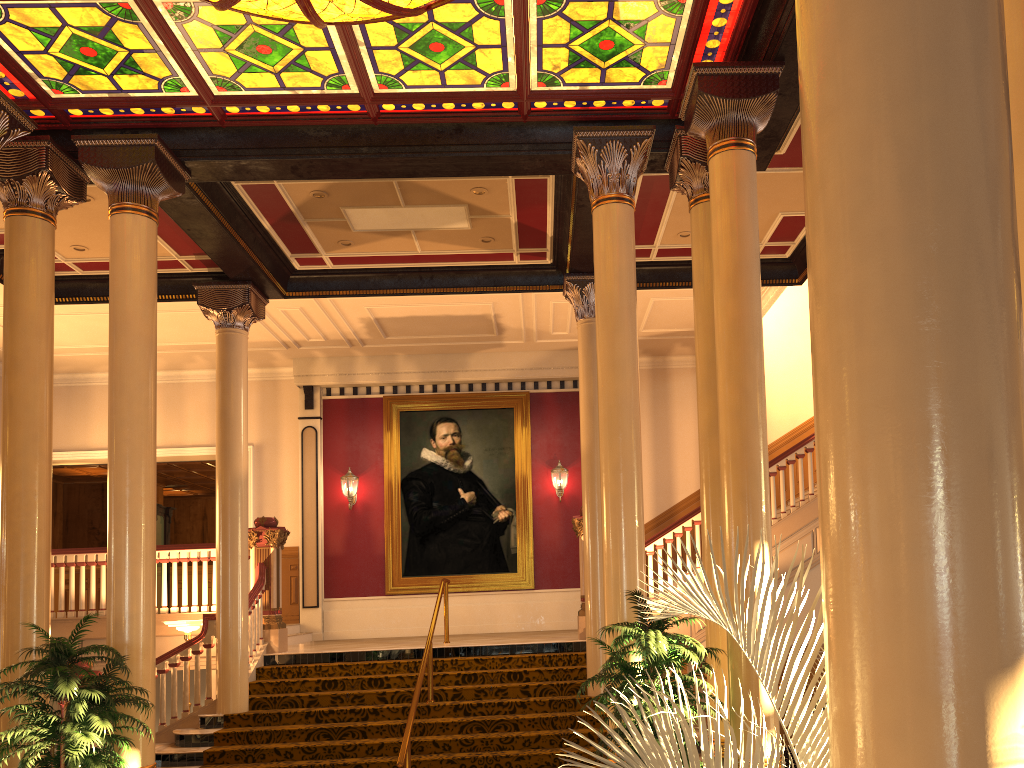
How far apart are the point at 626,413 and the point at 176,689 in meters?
6.4 m

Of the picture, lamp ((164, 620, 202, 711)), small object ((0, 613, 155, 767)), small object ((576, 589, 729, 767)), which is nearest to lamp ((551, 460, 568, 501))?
the picture

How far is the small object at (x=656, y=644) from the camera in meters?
5.6

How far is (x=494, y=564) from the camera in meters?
14.8

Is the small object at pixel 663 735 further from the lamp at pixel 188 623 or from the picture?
the picture

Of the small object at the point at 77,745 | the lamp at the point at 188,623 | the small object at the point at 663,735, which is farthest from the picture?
the small object at the point at 663,735

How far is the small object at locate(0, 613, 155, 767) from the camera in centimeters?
575cm

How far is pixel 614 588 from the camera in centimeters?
677cm

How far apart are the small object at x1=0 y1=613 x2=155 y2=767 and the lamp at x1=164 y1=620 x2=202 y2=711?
3.9 meters

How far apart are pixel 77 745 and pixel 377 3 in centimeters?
522cm
